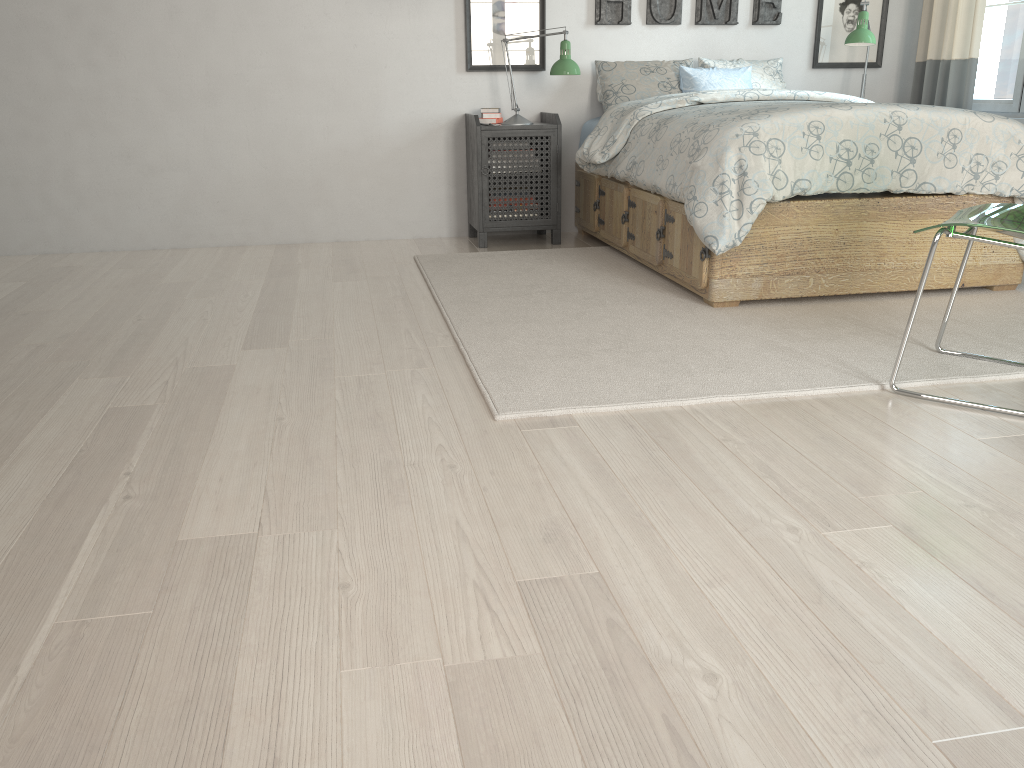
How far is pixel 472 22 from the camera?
4.5m

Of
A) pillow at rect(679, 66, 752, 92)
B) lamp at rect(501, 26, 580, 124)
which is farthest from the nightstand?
pillow at rect(679, 66, 752, 92)

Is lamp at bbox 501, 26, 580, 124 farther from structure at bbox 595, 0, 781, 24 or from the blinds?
the blinds

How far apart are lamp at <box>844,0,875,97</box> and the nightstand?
1.5 meters

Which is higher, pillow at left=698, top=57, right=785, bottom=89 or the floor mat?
pillow at left=698, top=57, right=785, bottom=89

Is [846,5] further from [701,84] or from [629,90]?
[629,90]

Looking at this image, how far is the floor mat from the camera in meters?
2.4

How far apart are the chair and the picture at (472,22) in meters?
2.7 m

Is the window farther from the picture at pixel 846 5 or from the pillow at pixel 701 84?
the pillow at pixel 701 84

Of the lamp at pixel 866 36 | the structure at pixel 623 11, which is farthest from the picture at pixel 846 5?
the lamp at pixel 866 36
